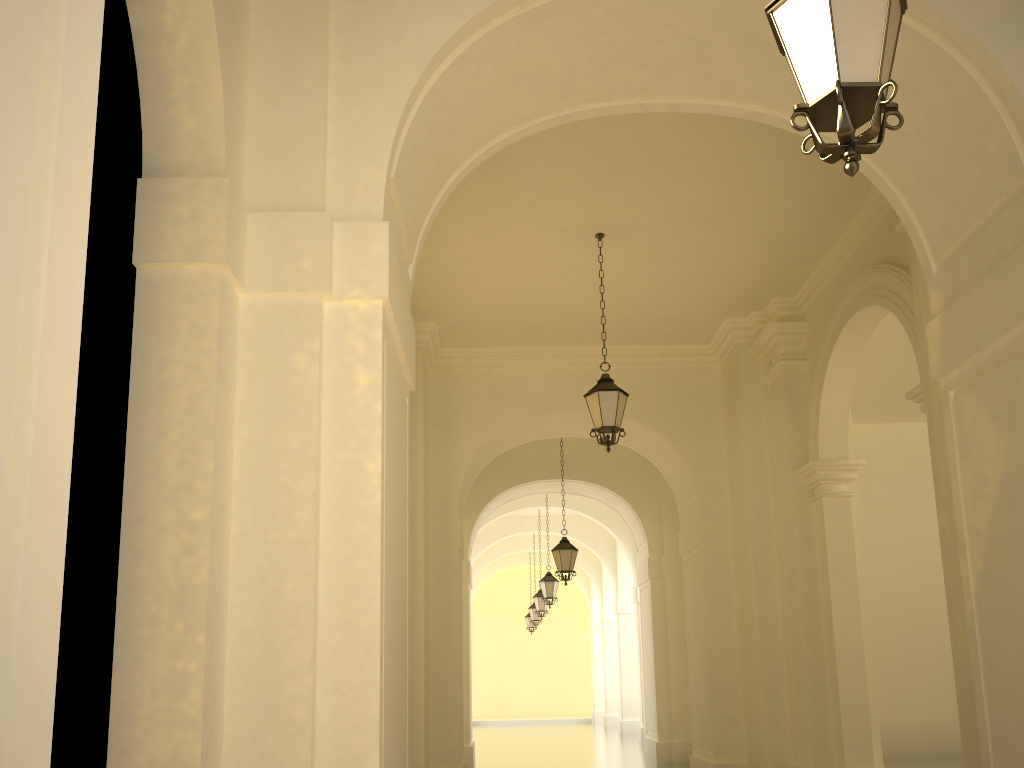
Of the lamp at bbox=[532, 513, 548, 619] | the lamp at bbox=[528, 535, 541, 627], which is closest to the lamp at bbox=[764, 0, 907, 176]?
the lamp at bbox=[532, 513, 548, 619]

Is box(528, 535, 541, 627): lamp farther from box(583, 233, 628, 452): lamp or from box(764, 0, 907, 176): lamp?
box(764, 0, 907, 176): lamp

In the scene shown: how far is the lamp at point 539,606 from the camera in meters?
23.8

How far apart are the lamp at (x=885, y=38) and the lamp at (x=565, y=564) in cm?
1260

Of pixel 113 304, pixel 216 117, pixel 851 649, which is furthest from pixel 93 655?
pixel 851 649

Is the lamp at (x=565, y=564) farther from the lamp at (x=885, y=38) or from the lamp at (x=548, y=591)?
the lamp at (x=885, y=38)

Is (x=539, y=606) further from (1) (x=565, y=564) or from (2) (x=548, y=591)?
(1) (x=565, y=564)

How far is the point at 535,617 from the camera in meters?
27.4 m

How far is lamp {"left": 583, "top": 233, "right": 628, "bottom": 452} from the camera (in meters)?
9.48

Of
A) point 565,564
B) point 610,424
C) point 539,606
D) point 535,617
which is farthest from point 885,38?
point 535,617
